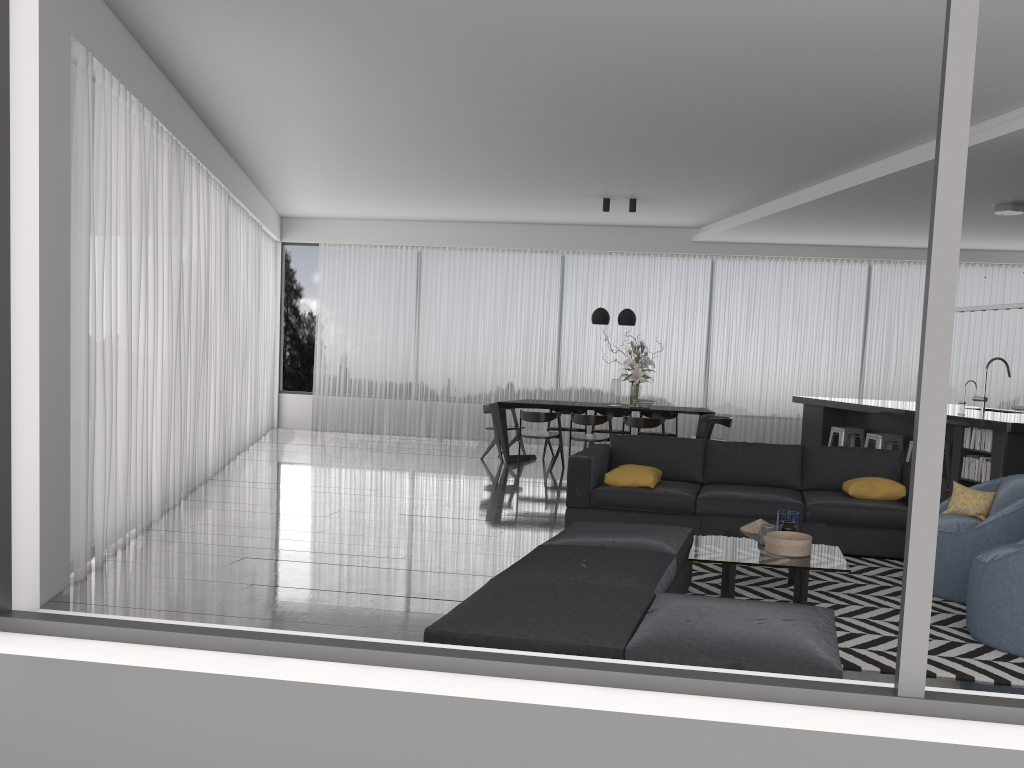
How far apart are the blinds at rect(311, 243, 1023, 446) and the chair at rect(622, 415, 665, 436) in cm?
282

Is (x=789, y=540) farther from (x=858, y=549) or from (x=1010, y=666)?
(x=858, y=549)

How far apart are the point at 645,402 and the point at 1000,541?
5.62m

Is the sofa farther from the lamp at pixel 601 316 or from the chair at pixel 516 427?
the chair at pixel 516 427

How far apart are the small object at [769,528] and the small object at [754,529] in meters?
0.3 m

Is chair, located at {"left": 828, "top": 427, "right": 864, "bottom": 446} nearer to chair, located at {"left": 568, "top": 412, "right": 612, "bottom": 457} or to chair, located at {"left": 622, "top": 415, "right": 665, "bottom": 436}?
chair, located at {"left": 622, "top": 415, "right": 665, "bottom": 436}

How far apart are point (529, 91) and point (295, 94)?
1.91m

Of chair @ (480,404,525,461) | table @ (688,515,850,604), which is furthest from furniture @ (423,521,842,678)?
chair @ (480,404,525,461)

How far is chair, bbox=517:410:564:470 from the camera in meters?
9.9 m

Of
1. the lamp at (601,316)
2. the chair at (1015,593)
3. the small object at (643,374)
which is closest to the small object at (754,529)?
the chair at (1015,593)
